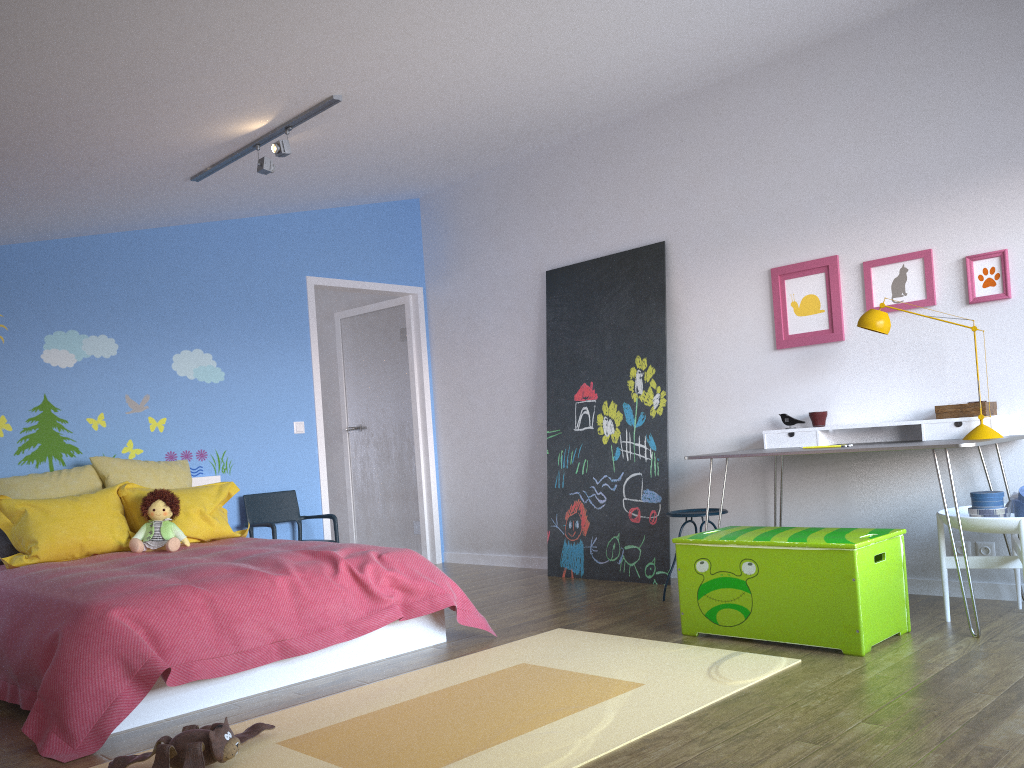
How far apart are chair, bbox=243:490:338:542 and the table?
2.7 meters

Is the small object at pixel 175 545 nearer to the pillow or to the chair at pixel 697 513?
the pillow

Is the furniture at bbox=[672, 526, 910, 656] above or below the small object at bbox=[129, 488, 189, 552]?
below

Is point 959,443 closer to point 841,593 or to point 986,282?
point 841,593

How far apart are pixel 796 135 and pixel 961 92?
0.8 meters

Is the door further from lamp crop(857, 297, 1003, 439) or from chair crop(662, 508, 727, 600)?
lamp crop(857, 297, 1003, 439)

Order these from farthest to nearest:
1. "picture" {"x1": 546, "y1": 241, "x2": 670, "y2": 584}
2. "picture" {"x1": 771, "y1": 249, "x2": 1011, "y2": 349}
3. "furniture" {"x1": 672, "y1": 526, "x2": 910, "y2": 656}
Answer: "picture" {"x1": 546, "y1": 241, "x2": 670, "y2": 584}
"picture" {"x1": 771, "y1": 249, "x2": 1011, "y2": 349}
"furniture" {"x1": 672, "y1": 526, "x2": 910, "y2": 656}

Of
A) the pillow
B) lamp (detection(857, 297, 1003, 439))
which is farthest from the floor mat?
the pillow

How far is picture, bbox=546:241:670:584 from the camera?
5.2 meters

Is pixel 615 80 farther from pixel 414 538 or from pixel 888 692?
pixel 414 538
